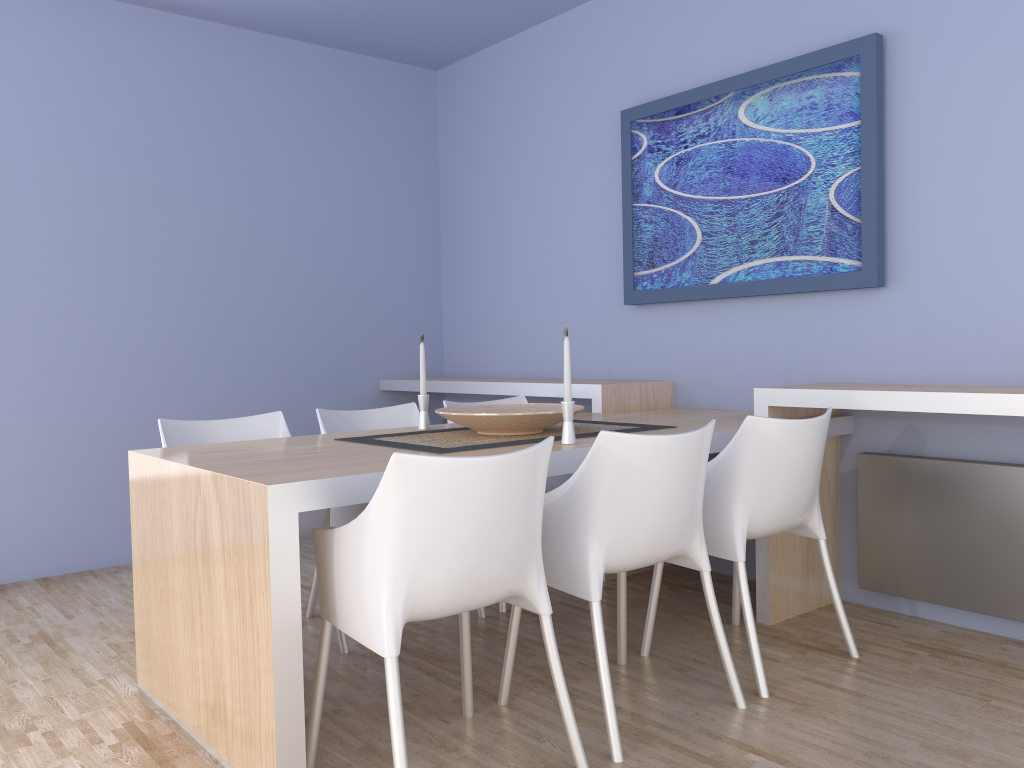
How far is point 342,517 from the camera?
3.2m

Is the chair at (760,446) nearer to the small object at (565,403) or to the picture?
the small object at (565,403)

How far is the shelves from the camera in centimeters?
264cm

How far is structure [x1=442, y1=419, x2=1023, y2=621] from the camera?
2.9 meters

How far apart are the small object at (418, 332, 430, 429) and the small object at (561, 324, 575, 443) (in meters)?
0.74

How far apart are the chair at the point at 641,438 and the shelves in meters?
0.7

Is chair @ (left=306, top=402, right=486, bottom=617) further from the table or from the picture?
the picture

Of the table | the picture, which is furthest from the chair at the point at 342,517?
the picture

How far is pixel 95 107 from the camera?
4.2m

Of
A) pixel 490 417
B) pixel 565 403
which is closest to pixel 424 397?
pixel 490 417
